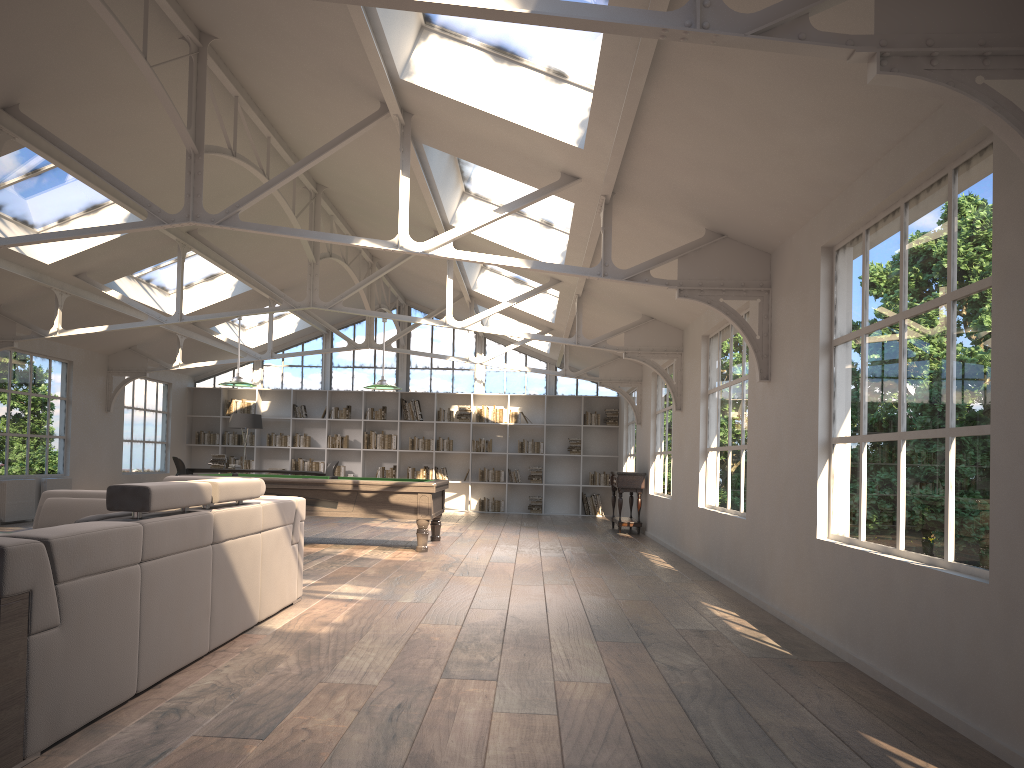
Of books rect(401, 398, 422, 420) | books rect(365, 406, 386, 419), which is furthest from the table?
books rect(365, 406, 386, 419)

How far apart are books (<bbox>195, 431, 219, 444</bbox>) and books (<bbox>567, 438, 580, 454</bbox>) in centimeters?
699cm

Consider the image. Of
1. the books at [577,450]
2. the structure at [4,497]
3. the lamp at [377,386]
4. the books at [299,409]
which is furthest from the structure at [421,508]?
the books at [299,409]

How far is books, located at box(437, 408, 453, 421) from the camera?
17.33m

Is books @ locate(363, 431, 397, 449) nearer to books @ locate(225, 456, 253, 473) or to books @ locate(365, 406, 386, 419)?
books @ locate(365, 406, 386, 419)

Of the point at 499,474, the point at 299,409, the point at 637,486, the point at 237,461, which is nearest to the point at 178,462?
the point at 237,461

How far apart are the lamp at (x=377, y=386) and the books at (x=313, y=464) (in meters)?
7.55

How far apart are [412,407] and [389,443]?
0.8 meters

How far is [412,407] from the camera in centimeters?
1735cm

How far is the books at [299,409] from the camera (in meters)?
17.40
